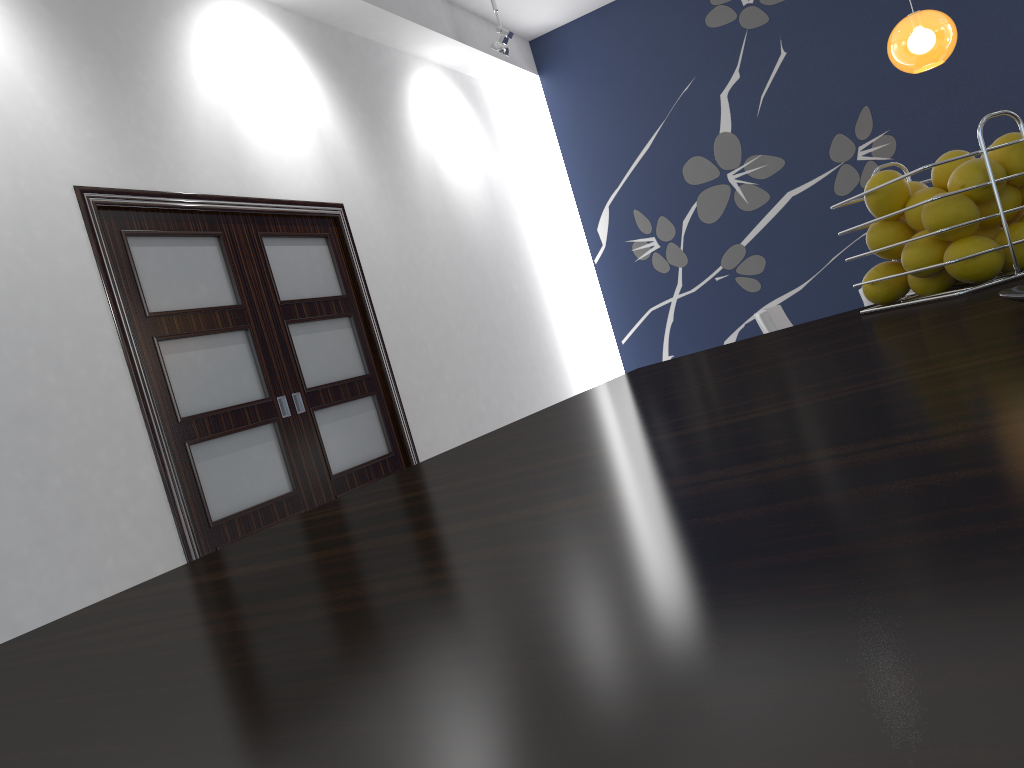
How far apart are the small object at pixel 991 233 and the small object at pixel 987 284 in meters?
0.1 m

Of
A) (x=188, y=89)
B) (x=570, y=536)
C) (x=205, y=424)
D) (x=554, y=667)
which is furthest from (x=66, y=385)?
(x=554, y=667)

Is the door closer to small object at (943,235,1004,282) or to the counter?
the counter

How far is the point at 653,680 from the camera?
0.2 meters

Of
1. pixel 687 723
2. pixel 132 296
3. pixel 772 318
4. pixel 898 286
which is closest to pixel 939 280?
pixel 898 286

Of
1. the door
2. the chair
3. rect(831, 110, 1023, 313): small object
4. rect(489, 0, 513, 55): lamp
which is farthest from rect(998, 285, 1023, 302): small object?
rect(489, 0, 513, 55): lamp

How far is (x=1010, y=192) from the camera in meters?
1.0 m

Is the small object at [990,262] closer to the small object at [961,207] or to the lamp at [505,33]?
the small object at [961,207]

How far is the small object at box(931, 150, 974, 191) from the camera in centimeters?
100cm

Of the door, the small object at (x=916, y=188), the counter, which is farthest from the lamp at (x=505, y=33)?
the small object at (x=916, y=188)
